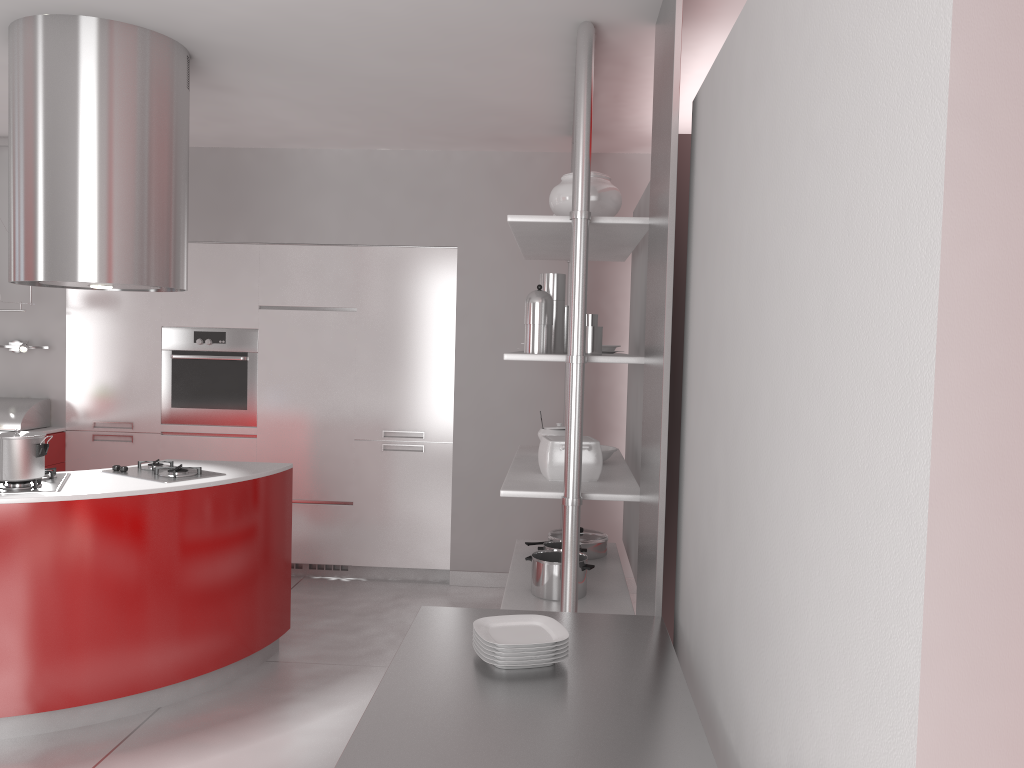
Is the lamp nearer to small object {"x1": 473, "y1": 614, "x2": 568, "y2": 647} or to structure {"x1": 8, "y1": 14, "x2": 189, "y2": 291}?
structure {"x1": 8, "y1": 14, "x2": 189, "y2": 291}

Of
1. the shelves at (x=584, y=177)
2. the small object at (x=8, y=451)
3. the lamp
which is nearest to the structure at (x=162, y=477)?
the small object at (x=8, y=451)

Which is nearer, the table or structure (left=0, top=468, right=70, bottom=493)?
the table

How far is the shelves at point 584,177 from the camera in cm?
312

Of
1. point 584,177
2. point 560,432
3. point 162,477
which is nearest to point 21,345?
point 162,477

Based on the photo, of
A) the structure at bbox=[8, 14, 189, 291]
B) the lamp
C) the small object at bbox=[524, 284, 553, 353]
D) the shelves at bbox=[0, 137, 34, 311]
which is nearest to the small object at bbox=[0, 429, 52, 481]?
the structure at bbox=[8, 14, 189, 291]

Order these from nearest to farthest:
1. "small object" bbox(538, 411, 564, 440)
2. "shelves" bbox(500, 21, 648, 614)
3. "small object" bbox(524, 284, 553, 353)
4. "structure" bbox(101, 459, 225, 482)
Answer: "shelves" bbox(500, 21, 648, 614), "small object" bbox(524, 284, 553, 353), "structure" bbox(101, 459, 225, 482), "small object" bbox(538, 411, 564, 440)

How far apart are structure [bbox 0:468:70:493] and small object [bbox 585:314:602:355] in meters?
2.0

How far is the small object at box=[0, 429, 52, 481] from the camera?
3.2m

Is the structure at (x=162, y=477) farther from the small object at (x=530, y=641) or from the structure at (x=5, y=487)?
the small object at (x=530, y=641)
